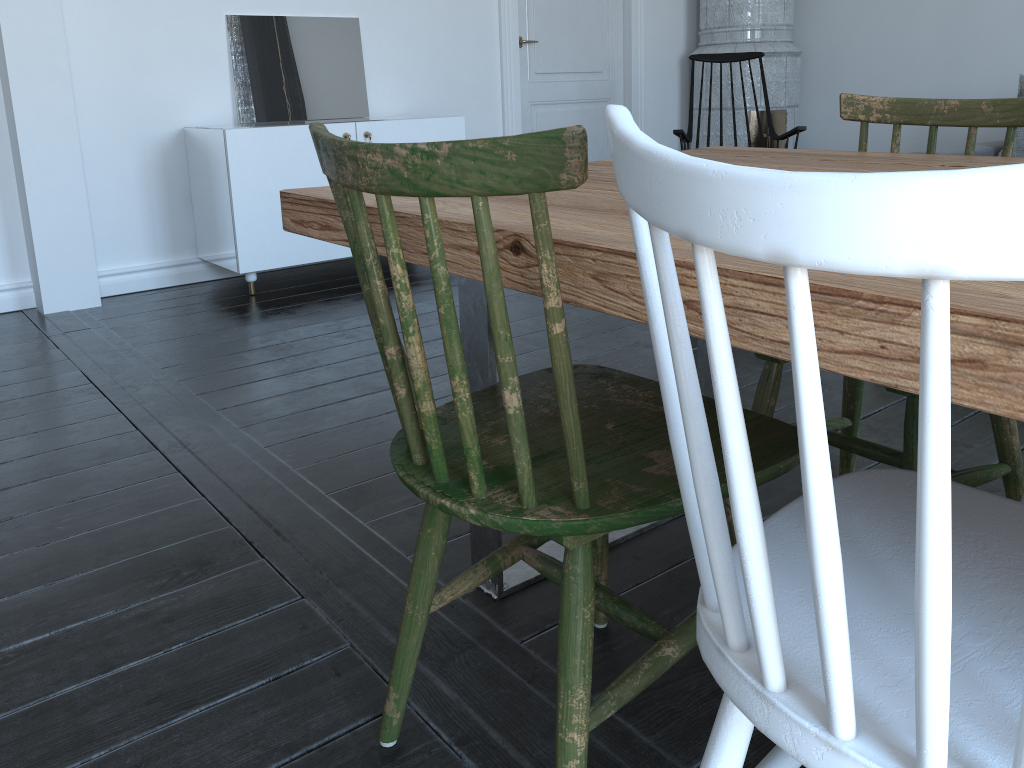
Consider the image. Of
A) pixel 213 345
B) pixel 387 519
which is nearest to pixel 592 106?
pixel 213 345

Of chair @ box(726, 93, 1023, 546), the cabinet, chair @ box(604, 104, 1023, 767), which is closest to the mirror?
the cabinet

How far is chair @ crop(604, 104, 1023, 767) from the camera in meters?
0.4

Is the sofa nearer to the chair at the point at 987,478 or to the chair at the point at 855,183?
the chair at the point at 987,478

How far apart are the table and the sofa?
2.9m

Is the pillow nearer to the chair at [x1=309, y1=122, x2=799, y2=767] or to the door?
the door

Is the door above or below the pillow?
above

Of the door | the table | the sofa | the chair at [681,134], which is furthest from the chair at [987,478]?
the door

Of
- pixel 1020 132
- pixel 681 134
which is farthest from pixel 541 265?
pixel 1020 132

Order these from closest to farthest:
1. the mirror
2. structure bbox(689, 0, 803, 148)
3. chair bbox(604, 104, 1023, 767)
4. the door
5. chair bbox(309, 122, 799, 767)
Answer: chair bbox(604, 104, 1023, 767) < chair bbox(309, 122, 799, 767) < the mirror < the door < structure bbox(689, 0, 803, 148)
